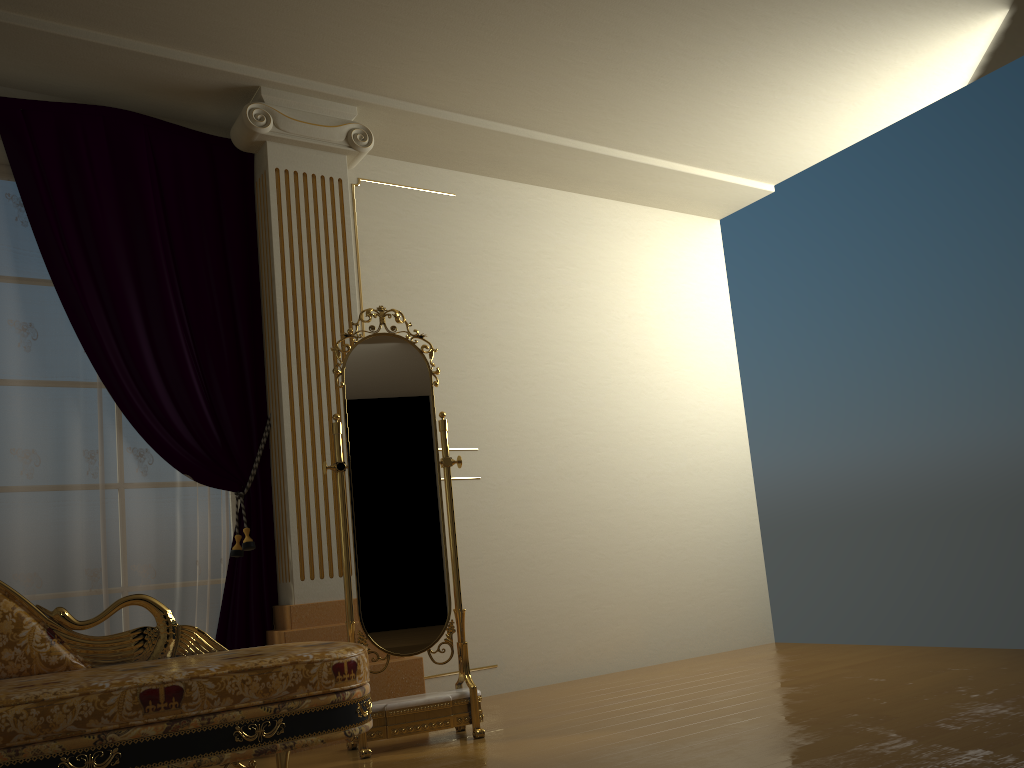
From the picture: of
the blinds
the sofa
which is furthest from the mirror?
the blinds

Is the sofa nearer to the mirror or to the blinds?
the mirror

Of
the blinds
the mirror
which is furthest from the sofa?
the blinds

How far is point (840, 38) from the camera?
4.0m

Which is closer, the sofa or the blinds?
the sofa

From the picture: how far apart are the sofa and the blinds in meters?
0.6

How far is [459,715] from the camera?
3.2 meters

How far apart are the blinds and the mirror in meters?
0.5

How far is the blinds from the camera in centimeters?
336cm

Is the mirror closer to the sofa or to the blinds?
the sofa
